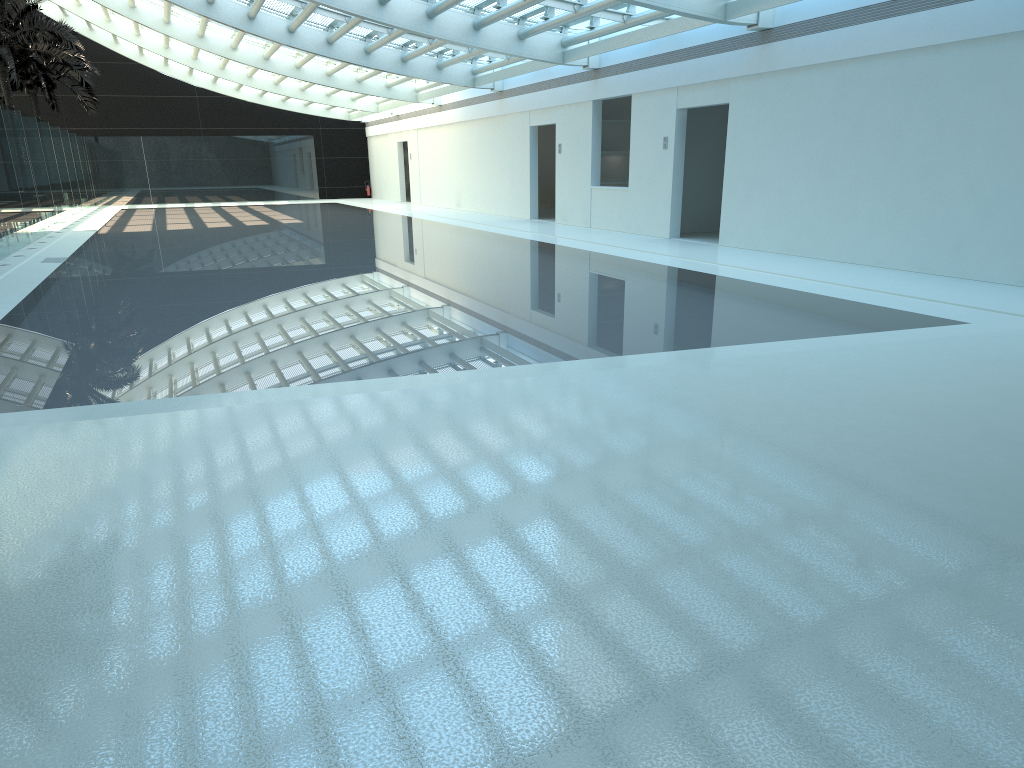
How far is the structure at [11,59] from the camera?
25.7 meters

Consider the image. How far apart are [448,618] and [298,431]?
2.46m

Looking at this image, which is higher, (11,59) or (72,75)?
(72,75)

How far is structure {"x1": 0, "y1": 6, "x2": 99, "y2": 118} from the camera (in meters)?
33.54

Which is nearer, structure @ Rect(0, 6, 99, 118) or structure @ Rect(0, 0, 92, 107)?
structure @ Rect(0, 0, 92, 107)

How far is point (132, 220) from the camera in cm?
2795

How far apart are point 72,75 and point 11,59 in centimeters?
842cm

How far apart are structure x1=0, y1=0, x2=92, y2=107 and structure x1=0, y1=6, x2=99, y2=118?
4.2 meters

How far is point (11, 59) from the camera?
25.72m
